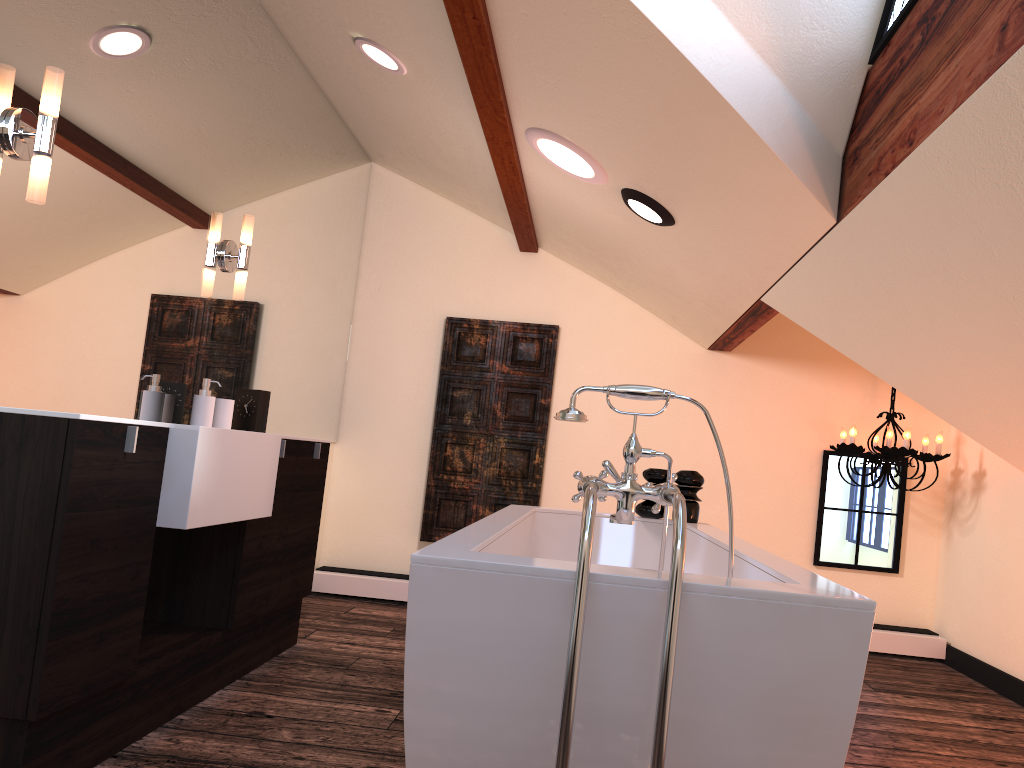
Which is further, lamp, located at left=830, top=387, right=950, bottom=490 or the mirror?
lamp, located at left=830, top=387, right=950, bottom=490

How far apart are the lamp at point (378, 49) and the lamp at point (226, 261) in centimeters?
78cm

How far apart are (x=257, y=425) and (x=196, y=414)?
0.3m

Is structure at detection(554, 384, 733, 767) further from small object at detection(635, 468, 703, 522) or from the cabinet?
small object at detection(635, 468, 703, 522)

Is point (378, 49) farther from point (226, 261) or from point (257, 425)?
point (257, 425)

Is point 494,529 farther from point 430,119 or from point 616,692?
point 430,119

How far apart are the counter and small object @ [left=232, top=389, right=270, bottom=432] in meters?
0.5

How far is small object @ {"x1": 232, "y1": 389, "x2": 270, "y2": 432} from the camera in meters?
3.3 m

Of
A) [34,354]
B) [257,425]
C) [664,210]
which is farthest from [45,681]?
[664,210]

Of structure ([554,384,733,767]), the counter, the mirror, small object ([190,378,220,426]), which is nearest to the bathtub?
structure ([554,384,733,767])
